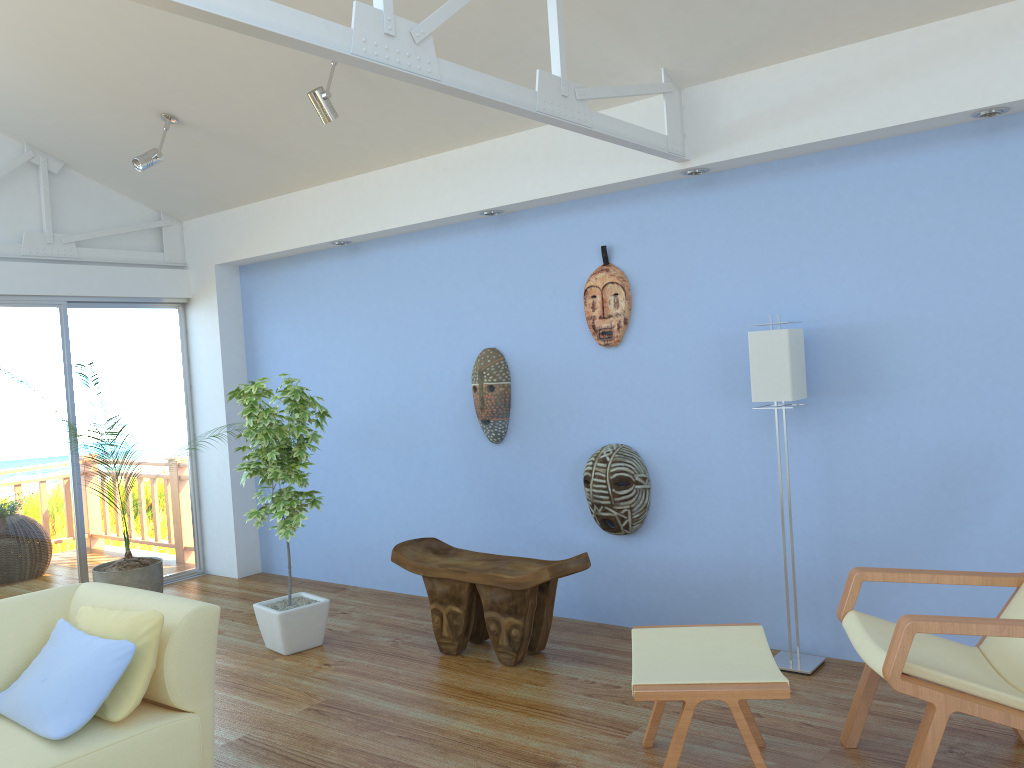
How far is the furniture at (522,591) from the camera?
4.0 meters

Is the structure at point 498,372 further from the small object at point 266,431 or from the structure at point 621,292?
the small object at point 266,431

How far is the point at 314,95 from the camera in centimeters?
401cm

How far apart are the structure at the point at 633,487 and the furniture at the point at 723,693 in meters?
1.3

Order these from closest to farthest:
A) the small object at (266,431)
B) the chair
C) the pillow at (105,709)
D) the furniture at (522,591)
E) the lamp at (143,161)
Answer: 1. the chair
2. the pillow at (105,709)
3. the furniture at (522,591)
4. the small object at (266,431)
5. the lamp at (143,161)

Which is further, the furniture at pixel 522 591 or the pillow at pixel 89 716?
the furniture at pixel 522 591

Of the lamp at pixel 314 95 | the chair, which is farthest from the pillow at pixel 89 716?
the lamp at pixel 314 95

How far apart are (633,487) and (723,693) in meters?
1.8 m

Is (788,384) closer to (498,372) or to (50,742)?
(498,372)

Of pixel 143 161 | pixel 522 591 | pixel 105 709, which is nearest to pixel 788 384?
pixel 522 591
